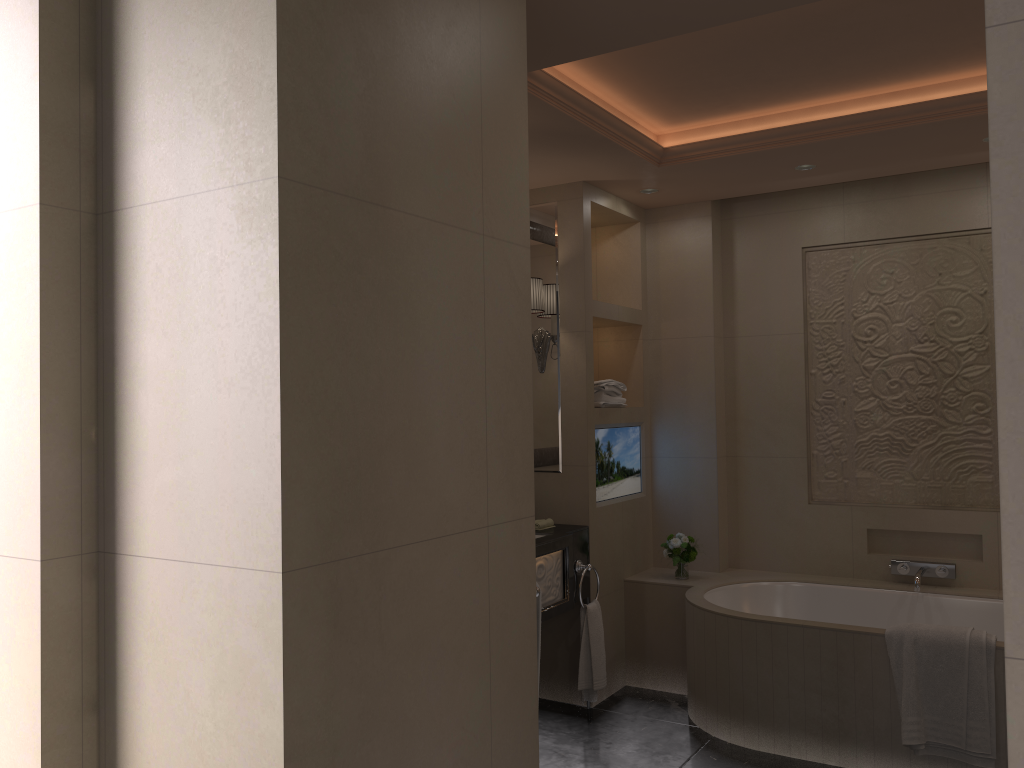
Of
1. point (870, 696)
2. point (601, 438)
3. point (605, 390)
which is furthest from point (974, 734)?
point (605, 390)

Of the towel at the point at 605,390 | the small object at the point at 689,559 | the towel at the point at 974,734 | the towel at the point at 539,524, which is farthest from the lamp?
the towel at the point at 974,734

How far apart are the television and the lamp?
0.4 meters

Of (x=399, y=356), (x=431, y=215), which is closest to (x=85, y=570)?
(x=399, y=356)

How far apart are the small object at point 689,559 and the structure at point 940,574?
0.94m

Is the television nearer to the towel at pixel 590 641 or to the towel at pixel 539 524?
the towel at pixel 539 524

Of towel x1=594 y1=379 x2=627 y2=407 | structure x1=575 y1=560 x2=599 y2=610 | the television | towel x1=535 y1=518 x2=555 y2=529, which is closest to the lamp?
towel x1=594 y1=379 x2=627 y2=407

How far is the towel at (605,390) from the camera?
4.4m

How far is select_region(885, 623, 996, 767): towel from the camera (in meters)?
3.15

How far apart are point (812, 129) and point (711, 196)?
1.0m
